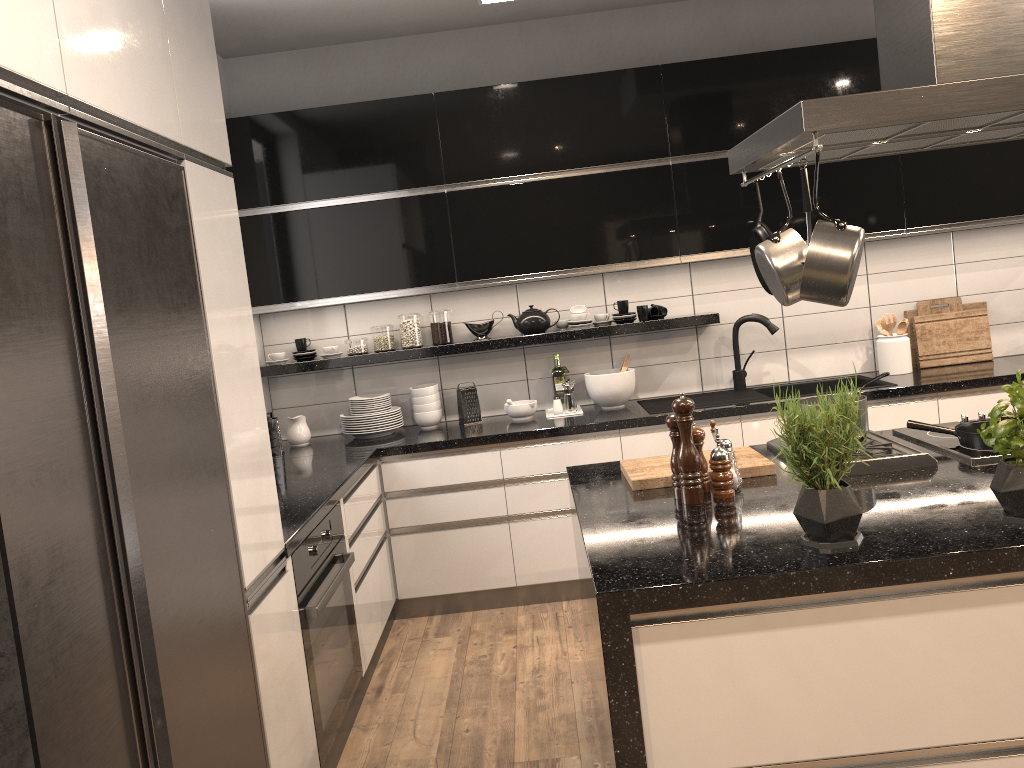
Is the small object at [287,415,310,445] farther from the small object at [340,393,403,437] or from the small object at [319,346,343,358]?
the small object at [319,346,343,358]

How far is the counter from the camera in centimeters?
306cm

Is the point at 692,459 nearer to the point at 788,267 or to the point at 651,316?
the point at 788,267

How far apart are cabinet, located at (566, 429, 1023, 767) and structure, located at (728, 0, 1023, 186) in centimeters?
83cm

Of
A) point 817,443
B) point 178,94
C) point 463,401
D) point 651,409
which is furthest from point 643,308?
point 178,94

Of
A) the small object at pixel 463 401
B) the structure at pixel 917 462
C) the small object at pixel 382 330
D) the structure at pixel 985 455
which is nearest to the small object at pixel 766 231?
the structure at pixel 917 462

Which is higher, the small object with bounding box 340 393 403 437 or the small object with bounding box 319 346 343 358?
the small object with bounding box 319 346 343 358

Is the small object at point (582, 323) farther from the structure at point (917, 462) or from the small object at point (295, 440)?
the structure at point (917, 462)

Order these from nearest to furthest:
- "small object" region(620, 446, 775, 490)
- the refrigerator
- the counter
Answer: the refrigerator < "small object" region(620, 446, 775, 490) < the counter

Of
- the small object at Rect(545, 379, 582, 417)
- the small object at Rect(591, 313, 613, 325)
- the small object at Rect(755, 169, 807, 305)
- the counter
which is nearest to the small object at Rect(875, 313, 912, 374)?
the counter
